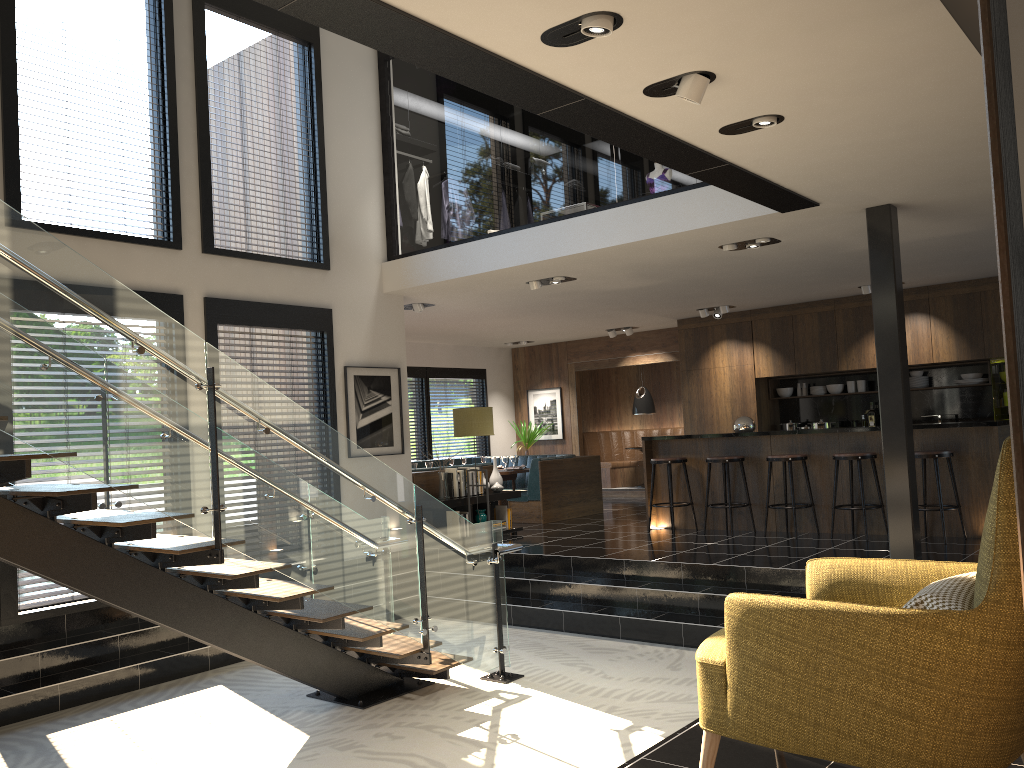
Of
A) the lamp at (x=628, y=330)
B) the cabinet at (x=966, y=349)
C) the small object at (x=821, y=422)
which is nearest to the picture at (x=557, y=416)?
the lamp at (x=628, y=330)

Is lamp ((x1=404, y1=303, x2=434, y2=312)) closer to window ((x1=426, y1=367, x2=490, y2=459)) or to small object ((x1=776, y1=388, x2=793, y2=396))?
window ((x1=426, y1=367, x2=490, y2=459))

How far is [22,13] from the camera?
6.9 meters

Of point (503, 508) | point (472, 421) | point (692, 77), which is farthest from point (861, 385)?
point (692, 77)

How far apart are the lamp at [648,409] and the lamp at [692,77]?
10.6m

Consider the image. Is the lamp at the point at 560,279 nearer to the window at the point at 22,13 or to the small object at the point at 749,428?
the small object at the point at 749,428

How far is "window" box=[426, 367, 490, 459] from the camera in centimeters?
1467cm

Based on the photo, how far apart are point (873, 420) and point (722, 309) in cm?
254

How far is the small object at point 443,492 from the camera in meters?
9.5 m

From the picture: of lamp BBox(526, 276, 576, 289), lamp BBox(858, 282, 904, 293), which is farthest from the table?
lamp BBox(858, 282, 904, 293)
